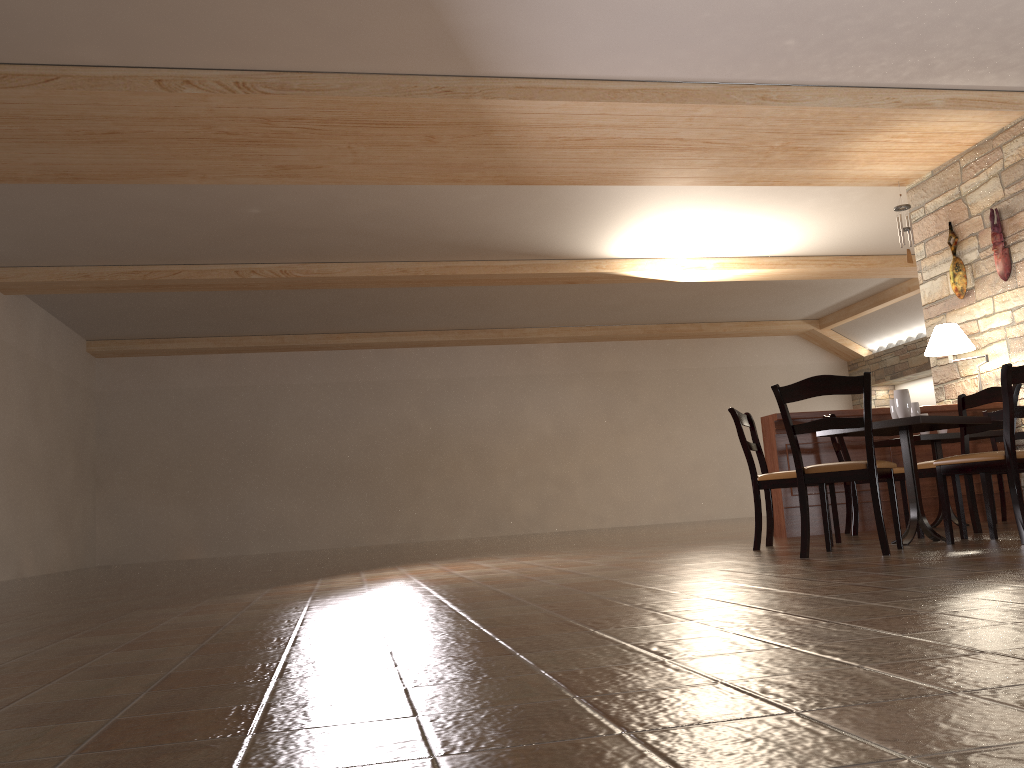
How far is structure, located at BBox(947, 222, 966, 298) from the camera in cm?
743

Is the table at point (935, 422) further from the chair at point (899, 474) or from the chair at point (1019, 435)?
the chair at point (1019, 435)

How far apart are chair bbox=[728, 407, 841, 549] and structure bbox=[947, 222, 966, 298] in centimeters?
306cm

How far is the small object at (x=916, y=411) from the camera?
4.8 meters

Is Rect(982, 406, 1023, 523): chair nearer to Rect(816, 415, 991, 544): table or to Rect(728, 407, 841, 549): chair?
Rect(816, 415, 991, 544): table

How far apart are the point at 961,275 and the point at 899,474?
2.3 meters

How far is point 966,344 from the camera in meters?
6.9 m

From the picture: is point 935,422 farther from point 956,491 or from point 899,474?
point 899,474

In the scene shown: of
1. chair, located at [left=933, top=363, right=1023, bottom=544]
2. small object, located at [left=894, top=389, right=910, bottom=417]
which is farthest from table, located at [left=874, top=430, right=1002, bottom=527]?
small object, located at [left=894, top=389, right=910, bottom=417]

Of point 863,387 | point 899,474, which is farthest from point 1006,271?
point 863,387
